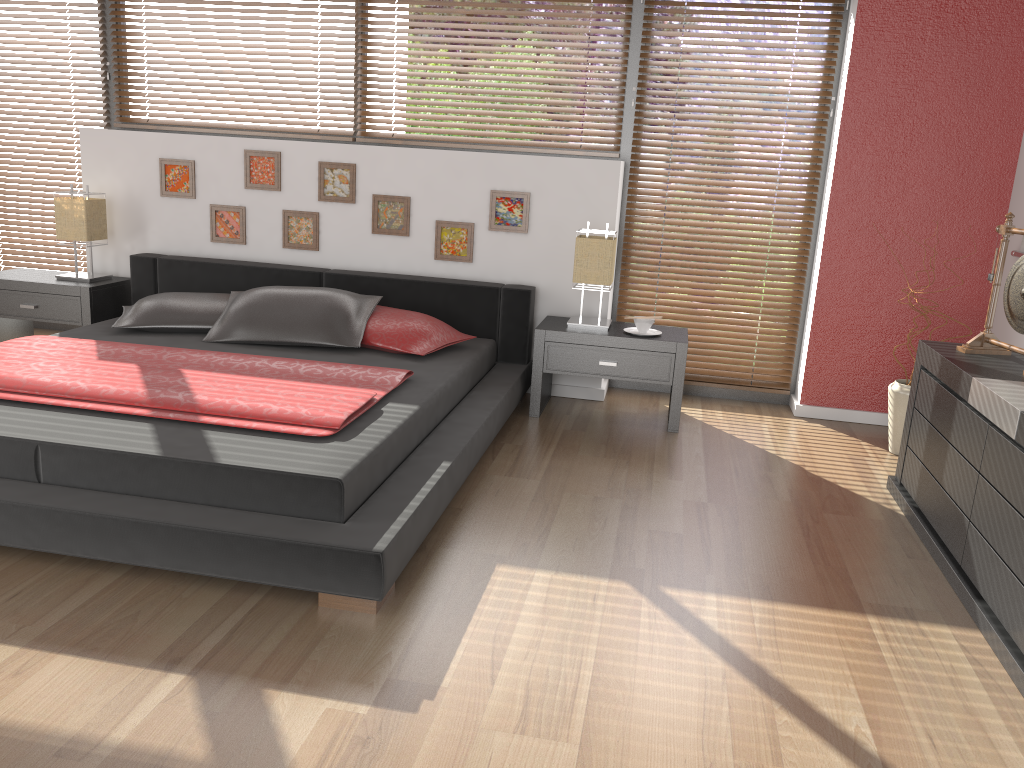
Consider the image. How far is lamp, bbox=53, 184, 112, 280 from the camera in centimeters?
453cm

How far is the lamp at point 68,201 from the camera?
4.5m

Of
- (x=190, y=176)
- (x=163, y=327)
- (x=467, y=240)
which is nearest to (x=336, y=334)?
(x=163, y=327)

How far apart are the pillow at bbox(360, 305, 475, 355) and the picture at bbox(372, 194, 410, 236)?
0.58m

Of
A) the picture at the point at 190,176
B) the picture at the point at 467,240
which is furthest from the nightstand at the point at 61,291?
the picture at the point at 467,240

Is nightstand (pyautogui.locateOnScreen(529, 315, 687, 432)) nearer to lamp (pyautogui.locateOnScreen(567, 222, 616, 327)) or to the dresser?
lamp (pyautogui.locateOnScreen(567, 222, 616, 327))

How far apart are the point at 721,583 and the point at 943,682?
0.6 meters

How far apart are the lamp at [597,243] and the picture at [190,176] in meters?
2.1

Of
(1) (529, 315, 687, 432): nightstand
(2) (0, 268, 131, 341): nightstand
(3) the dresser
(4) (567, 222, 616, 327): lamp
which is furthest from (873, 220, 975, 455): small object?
(2) (0, 268, 131, 341): nightstand

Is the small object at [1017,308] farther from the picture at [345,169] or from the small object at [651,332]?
the picture at [345,169]
